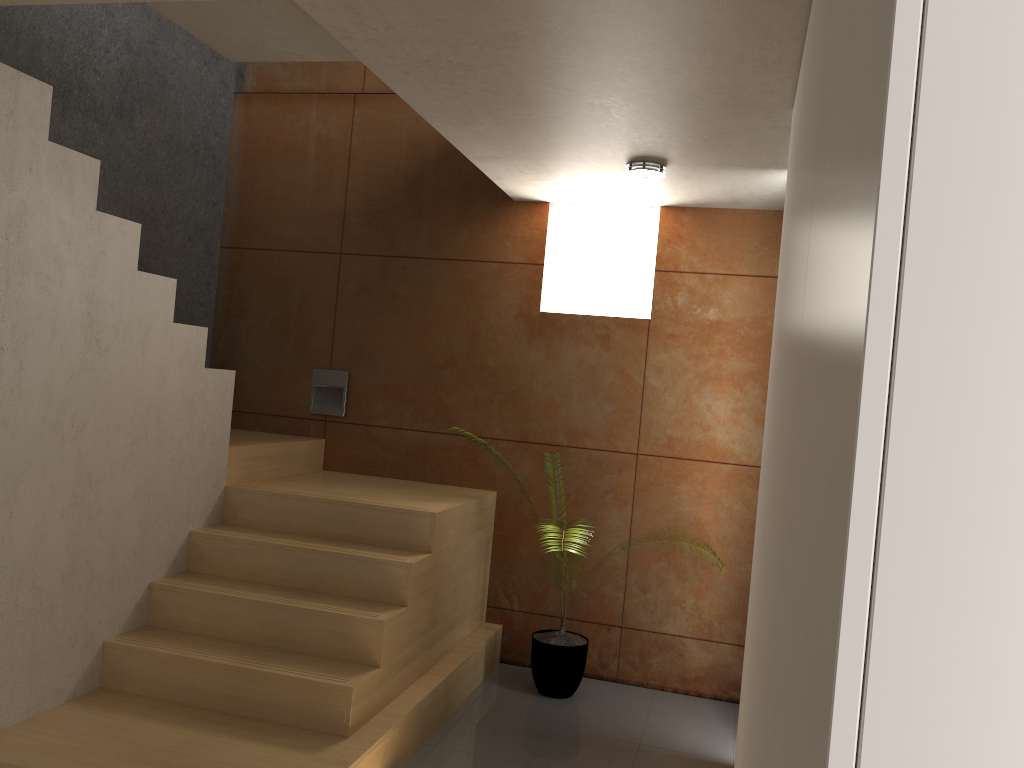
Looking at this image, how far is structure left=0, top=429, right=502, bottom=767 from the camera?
3.1 meters

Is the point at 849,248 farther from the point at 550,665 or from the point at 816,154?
the point at 550,665

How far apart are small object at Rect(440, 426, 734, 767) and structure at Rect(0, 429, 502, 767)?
0.3m

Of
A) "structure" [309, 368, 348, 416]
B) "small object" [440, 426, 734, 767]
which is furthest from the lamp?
"small object" [440, 426, 734, 767]

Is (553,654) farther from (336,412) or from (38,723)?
(38,723)

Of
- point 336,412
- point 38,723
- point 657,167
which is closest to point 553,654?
point 336,412

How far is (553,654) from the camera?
4.3 meters

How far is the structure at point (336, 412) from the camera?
5.1m

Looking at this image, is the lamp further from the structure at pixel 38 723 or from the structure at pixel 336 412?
the structure at pixel 336 412

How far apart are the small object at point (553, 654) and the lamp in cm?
223
